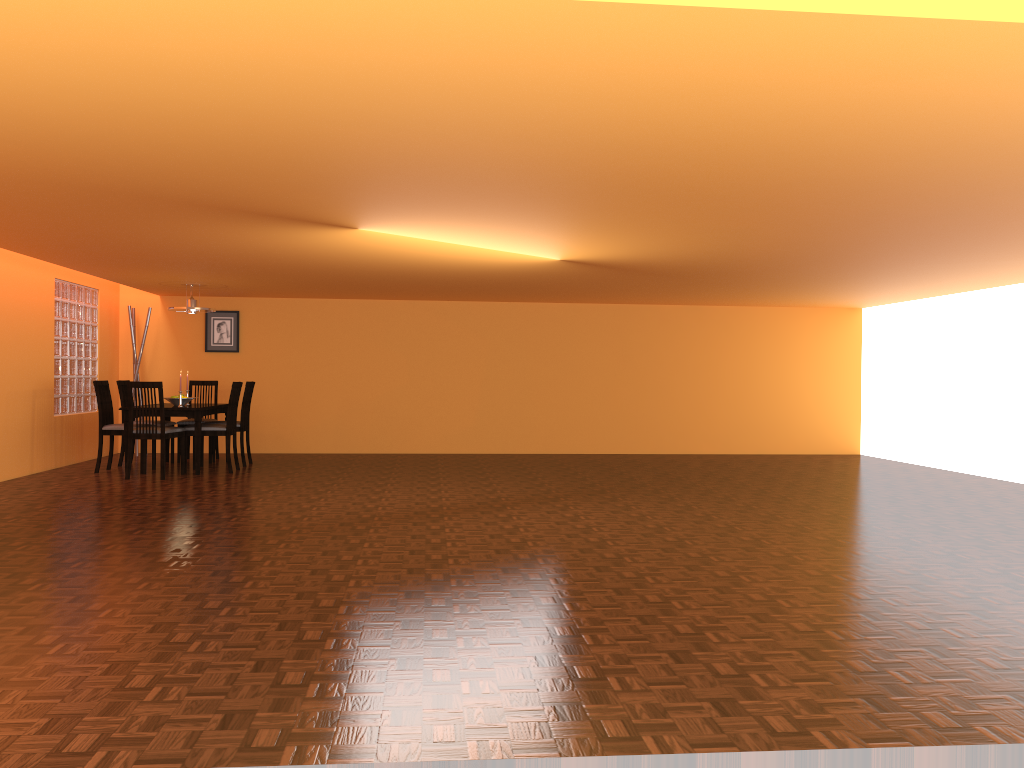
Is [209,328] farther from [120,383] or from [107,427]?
[107,427]

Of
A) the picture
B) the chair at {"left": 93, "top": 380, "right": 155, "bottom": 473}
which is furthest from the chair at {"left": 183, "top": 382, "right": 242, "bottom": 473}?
the picture

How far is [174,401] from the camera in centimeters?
799cm

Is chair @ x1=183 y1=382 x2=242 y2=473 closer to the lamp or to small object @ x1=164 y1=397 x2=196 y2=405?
small object @ x1=164 y1=397 x2=196 y2=405

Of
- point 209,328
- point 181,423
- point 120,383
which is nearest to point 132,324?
point 209,328

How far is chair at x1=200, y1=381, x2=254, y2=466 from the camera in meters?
8.3

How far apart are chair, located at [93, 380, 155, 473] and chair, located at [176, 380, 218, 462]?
0.8 meters

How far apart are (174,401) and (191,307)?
0.91m

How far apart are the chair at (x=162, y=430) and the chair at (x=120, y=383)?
1.1 meters

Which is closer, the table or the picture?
the table
